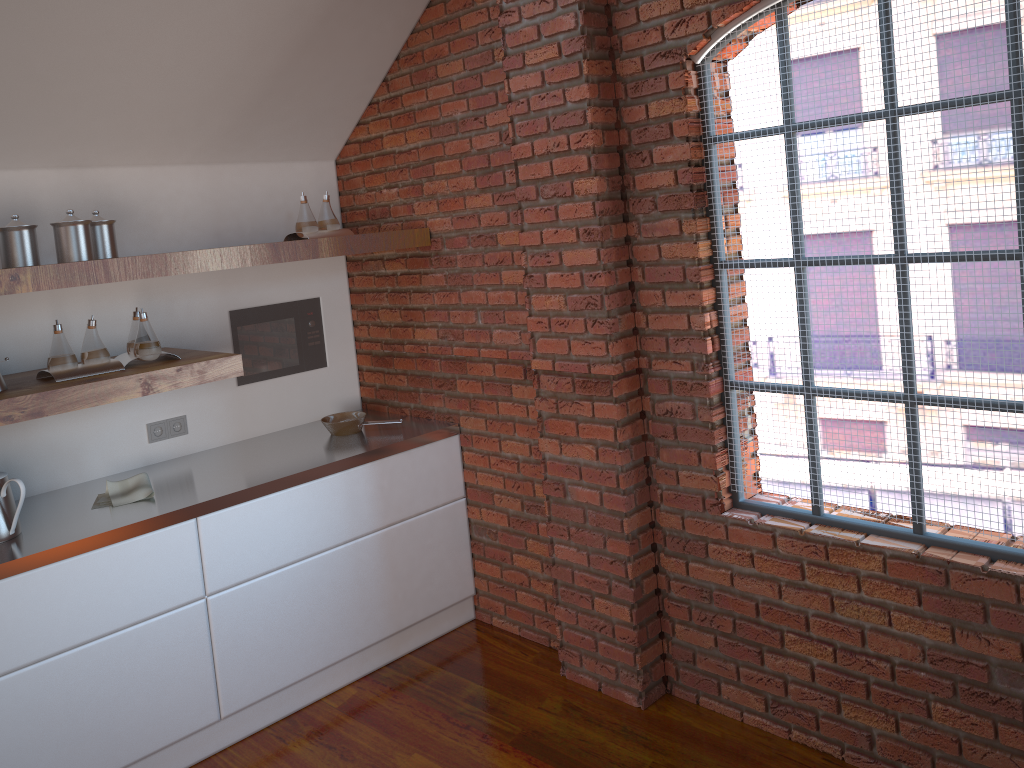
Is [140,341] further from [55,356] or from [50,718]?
[50,718]

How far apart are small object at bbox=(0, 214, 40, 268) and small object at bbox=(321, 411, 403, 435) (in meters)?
1.29

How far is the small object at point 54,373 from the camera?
2.91m

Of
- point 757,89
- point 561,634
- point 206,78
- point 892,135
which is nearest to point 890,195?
point 892,135

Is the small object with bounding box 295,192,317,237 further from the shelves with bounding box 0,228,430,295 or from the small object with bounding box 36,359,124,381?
the small object with bounding box 36,359,124,381

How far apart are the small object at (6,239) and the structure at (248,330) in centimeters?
100cm

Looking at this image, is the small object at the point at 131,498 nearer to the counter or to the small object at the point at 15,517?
the counter

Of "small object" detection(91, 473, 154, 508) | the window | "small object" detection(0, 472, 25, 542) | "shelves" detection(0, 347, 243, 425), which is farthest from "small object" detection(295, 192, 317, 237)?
the window

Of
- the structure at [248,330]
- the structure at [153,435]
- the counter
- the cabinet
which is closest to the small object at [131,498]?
the counter

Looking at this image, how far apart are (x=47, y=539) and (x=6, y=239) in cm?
96
